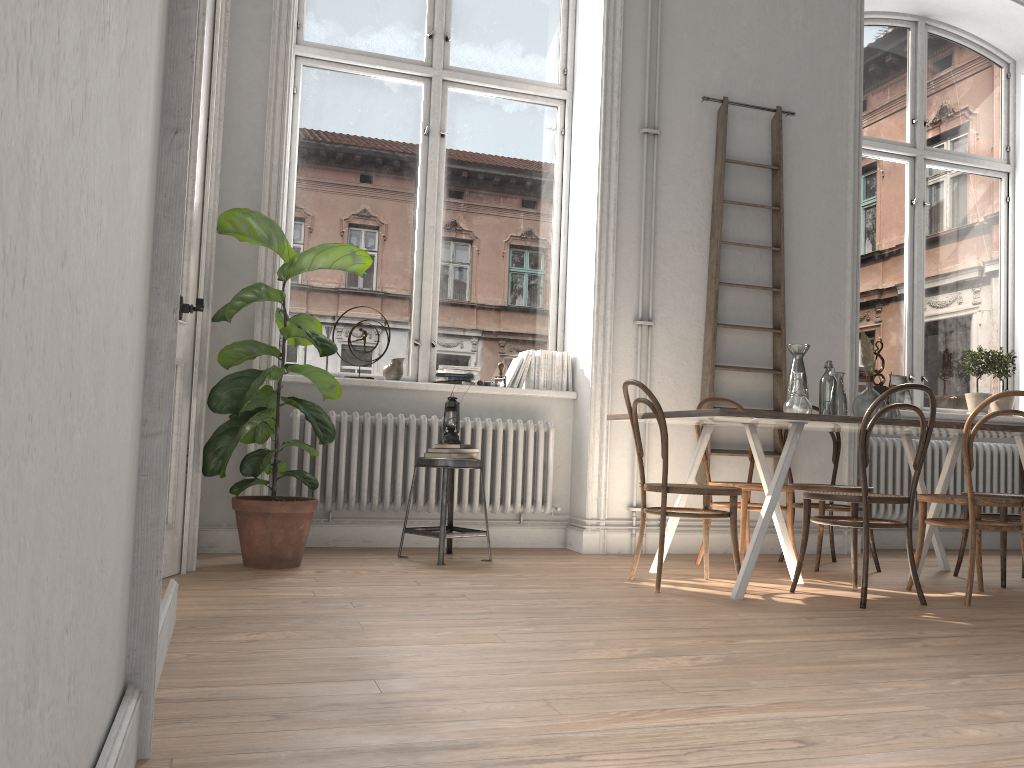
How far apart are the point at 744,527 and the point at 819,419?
1.0 meters

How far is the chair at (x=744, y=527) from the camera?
4.5 meters

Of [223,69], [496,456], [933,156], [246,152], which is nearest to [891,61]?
[933,156]

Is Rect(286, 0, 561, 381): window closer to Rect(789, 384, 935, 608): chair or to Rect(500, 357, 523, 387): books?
Rect(500, 357, 523, 387): books

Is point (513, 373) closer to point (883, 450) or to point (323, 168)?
point (323, 168)

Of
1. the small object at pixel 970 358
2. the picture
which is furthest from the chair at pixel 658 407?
the small object at pixel 970 358

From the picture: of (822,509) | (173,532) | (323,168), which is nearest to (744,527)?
(822,509)

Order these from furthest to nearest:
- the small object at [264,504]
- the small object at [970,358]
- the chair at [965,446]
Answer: the small object at [970,358] → the small object at [264,504] → the chair at [965,446]

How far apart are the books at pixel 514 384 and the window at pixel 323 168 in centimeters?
20cm

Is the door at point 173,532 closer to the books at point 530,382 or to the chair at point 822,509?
the books at point 530,382
